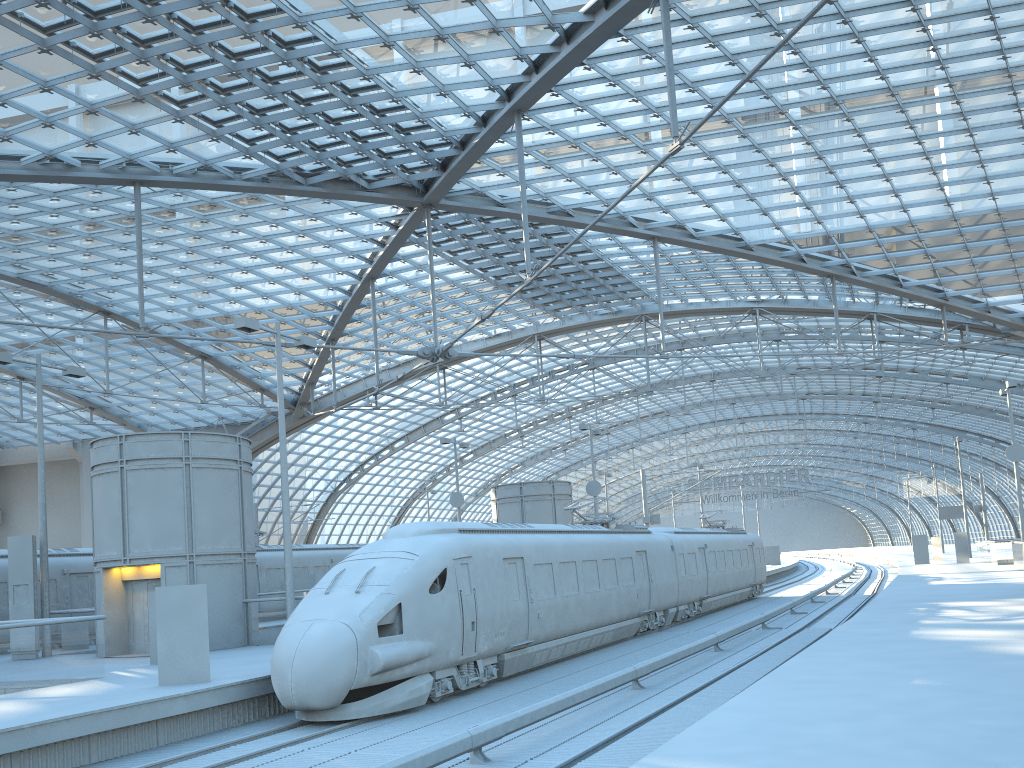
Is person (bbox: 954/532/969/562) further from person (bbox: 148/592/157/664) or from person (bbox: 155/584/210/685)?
person (bbox: 155/584/210/685)

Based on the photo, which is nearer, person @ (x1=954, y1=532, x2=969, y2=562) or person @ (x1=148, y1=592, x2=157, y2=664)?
person @ (x1=148, y1=592, x2=157, y2=664)

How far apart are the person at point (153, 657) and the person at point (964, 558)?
44.96m

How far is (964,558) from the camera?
49.06m

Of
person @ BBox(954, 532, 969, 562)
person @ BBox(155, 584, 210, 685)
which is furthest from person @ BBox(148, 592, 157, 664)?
person @ BBox(954, 532, 969, 562)

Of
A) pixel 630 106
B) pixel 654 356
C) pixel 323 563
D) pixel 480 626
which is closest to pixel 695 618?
pixel 654 356

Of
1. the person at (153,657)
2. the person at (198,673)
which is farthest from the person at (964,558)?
the person at (198,673)

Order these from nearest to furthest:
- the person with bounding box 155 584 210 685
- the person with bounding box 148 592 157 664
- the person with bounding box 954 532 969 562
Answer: the person with bounding box 155 584 210 685
the person with bounding box 148 592 157 664
the person with bounding box 954 532 969 562

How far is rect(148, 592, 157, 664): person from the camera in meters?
18.5 m

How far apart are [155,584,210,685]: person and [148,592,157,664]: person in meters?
4.5
